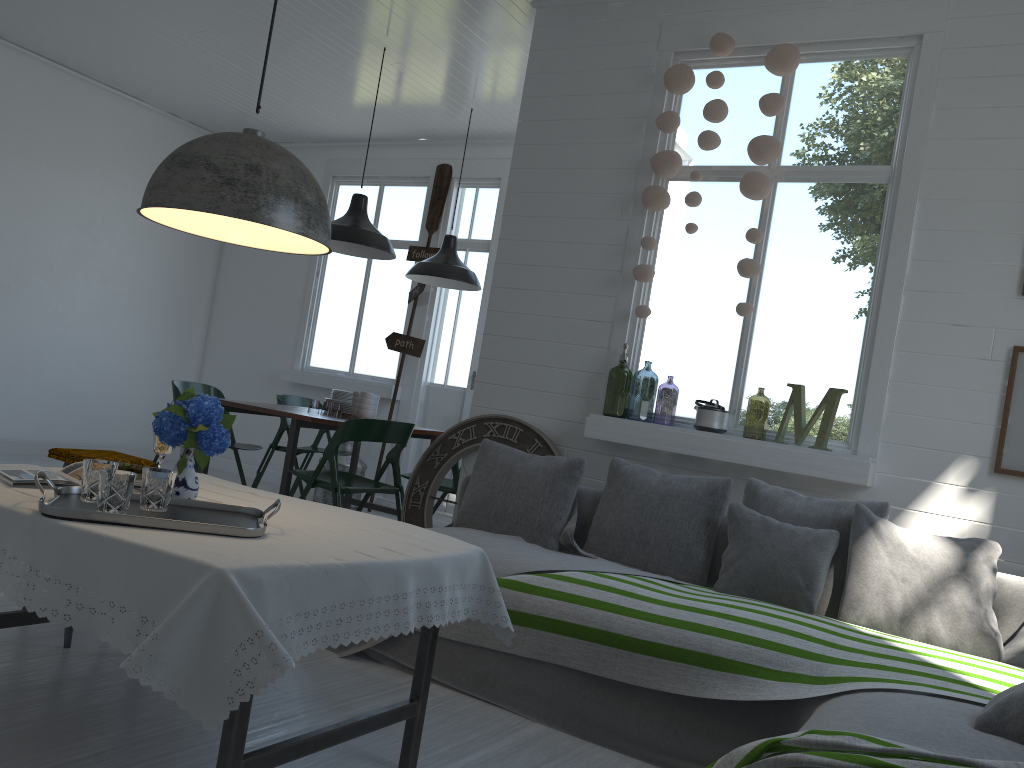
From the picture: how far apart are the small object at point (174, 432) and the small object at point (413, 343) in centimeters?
553cm

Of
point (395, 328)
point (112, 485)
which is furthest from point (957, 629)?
point (395, 328)

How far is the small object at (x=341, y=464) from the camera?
8.11m

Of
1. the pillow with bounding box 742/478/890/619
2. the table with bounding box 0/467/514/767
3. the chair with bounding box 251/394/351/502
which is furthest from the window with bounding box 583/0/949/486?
the chair with bounding box 251/394/351/502

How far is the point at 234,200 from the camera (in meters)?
2.56

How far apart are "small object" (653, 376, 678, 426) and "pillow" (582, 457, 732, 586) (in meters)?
2.68

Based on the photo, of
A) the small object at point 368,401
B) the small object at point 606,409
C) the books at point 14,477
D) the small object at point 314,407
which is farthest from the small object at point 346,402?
the books at point 14,477

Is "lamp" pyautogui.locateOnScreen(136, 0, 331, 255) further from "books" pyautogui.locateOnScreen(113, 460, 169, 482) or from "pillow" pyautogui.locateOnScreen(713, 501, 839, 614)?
"pillow" pyautogui.locateOnScreen(713, 501, 839, 614)

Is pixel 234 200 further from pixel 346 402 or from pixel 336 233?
pixel 346 402

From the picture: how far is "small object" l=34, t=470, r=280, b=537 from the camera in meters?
2.3 m
